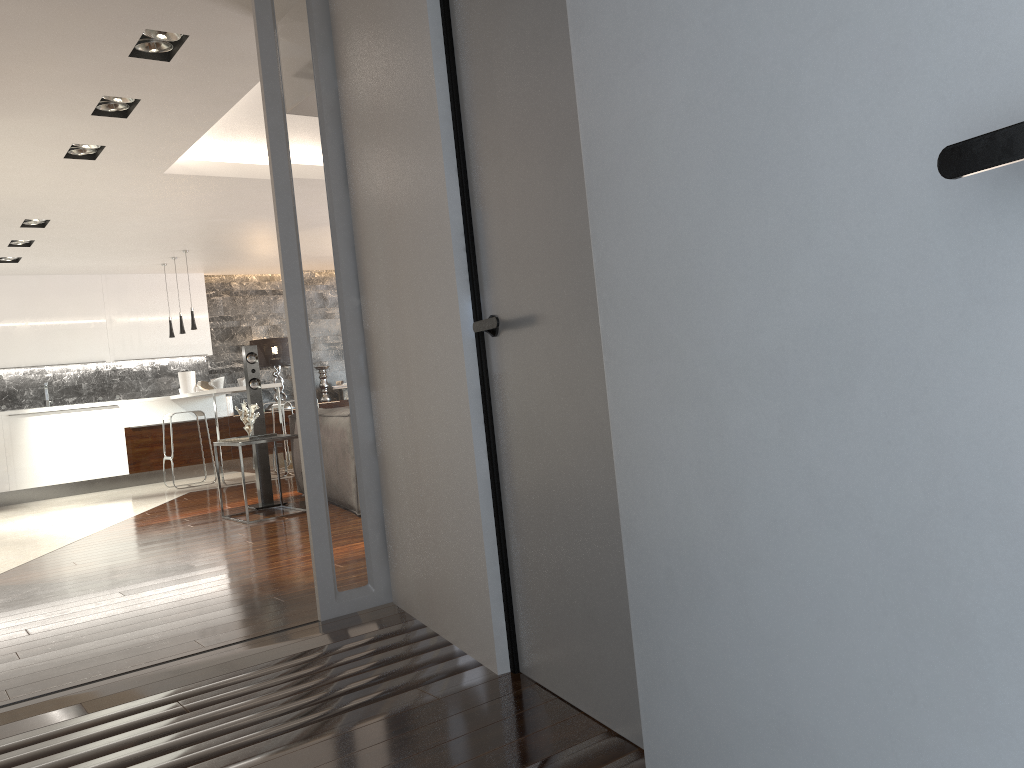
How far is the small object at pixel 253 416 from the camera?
6.7 meters

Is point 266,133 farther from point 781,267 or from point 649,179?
point 781,267

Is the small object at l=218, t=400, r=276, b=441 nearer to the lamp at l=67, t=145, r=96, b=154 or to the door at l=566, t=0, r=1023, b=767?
the lamp at l=67, t=145, r=96, b=154

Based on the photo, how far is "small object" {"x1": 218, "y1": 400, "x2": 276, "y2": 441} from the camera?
6.67m

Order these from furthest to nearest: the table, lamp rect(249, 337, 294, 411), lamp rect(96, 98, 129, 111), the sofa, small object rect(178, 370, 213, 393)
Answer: lamp rect(249, 337, 294, 411) → small object rect(178, 370, 213, 393) → the sofa → the table → lamp rect(96, 98, 129, 111)

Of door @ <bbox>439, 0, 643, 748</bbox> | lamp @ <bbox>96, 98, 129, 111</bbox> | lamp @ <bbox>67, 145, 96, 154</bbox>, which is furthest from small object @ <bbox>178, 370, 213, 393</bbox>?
door @ <bbox>439, 0, 643, 748</bbox>

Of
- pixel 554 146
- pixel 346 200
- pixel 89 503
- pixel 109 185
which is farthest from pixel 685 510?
pixel 89 503

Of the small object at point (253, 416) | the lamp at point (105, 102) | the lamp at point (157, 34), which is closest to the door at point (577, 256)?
the lamp at point (157, 34)

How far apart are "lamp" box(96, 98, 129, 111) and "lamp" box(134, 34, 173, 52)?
0.9m

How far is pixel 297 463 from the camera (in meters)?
7.27
